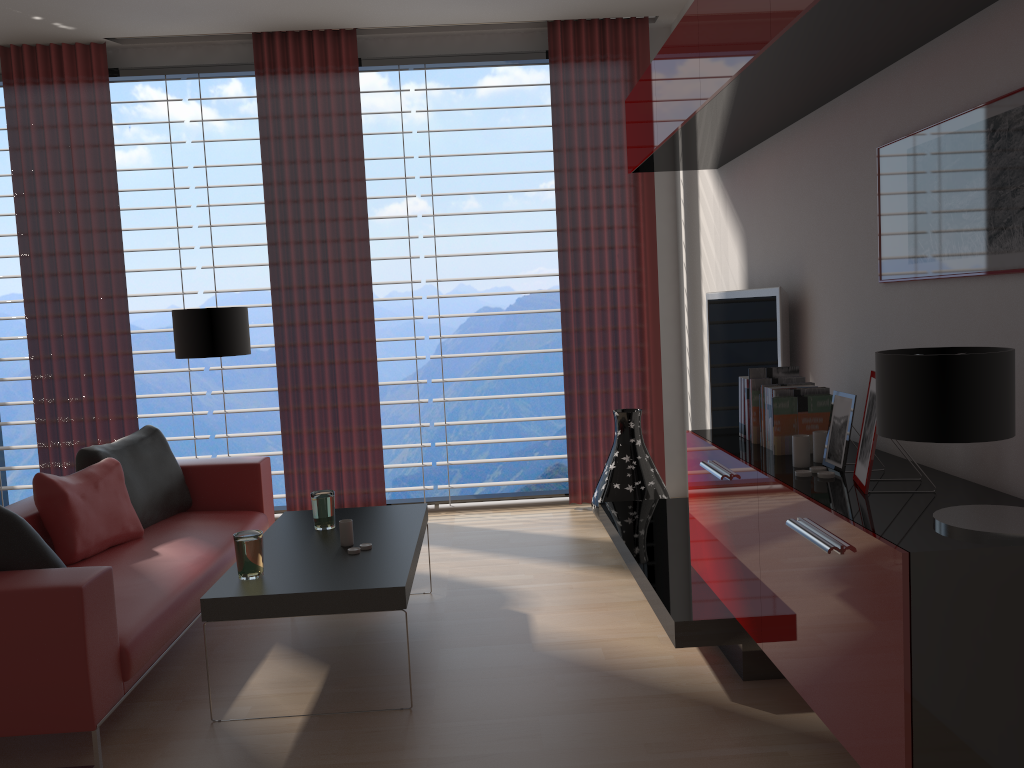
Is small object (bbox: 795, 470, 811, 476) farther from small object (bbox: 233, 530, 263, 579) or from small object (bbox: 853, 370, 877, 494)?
small object (bbox: 233, 530, 263, 579)

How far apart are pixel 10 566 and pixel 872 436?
3.6 meters

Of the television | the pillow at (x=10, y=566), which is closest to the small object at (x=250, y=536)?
the pillow at (x=10, y=566)

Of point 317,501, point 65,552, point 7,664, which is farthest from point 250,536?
point 65,552

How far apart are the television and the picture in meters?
1.0 m

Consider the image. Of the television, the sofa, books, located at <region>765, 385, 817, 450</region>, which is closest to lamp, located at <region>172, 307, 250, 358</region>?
the sofa

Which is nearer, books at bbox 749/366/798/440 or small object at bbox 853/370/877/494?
small object at bbox 853/370/877/494

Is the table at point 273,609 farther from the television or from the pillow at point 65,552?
the television

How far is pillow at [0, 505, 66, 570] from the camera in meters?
3.9 m

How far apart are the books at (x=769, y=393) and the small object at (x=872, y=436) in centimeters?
82cm
